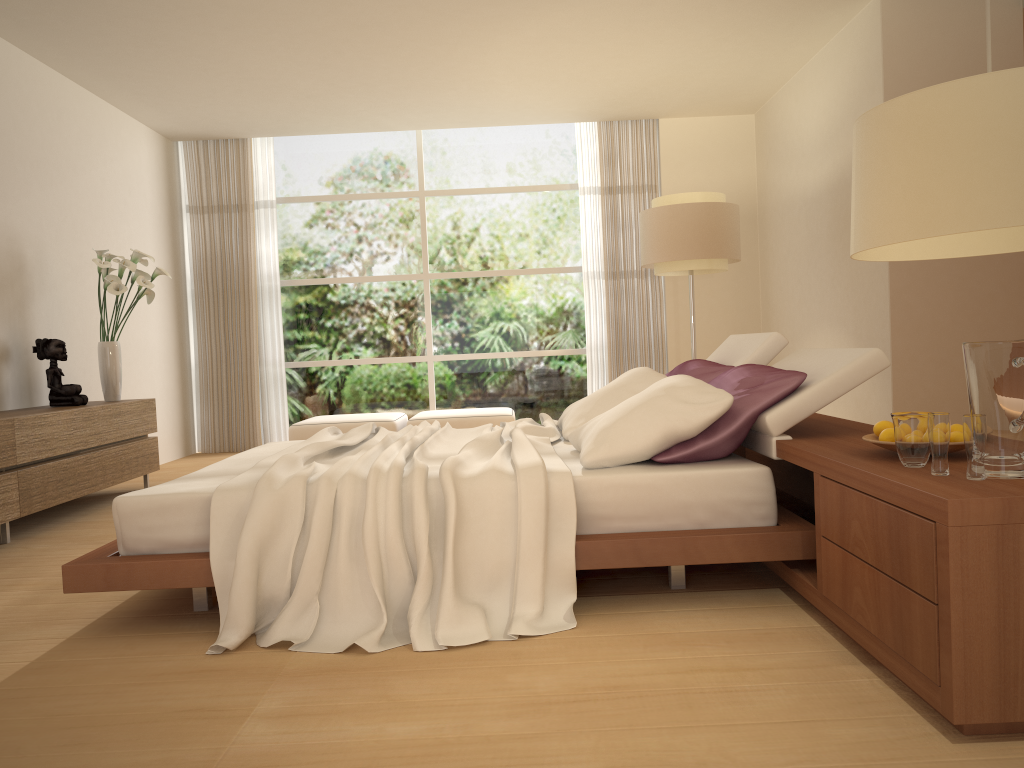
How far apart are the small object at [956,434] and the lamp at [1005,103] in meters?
1.0

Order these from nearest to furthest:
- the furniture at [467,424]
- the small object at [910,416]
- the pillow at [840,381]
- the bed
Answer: the small object at [910,416]
the bed
the pillow at [840,381]
the furniture at [467,424]

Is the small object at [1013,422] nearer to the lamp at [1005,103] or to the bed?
the lamp at [1005,103]

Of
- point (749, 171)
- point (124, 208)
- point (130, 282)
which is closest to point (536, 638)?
point (130, 282)

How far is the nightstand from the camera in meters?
1.9 m

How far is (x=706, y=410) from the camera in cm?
314

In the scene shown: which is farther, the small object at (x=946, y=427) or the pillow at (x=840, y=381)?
the pillow at (x=840, y=381)

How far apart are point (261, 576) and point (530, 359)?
6.4m

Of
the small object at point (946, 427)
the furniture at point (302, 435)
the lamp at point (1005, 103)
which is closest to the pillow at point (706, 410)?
the small object at point (946, 427)

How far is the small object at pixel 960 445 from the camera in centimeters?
243cm
